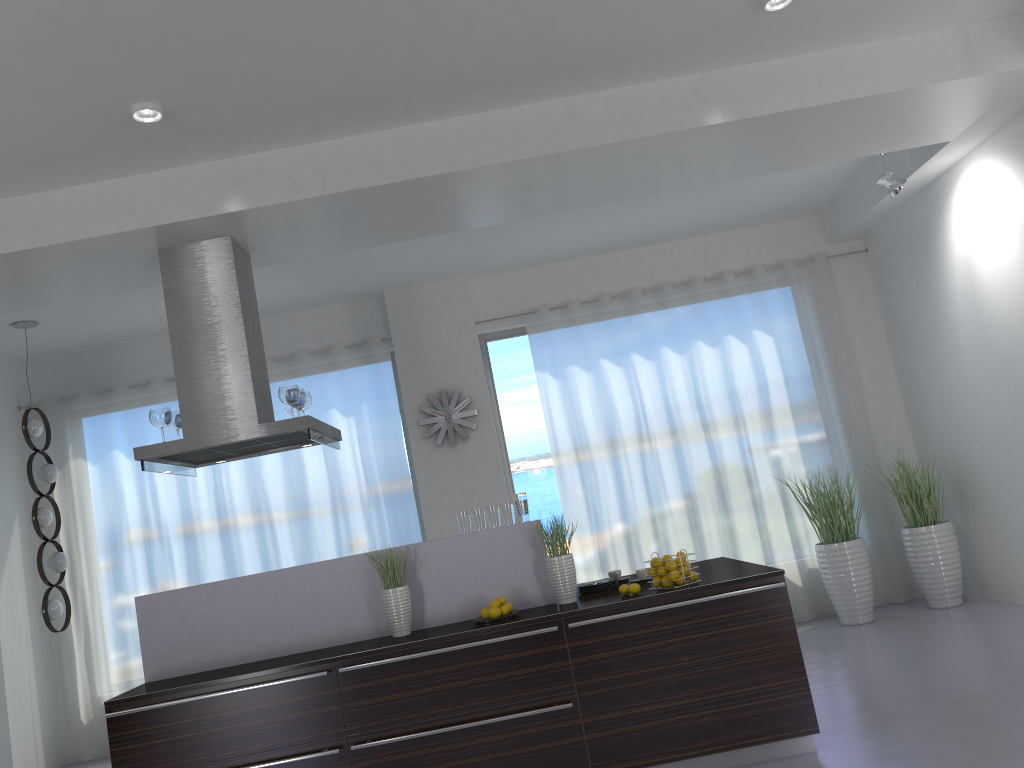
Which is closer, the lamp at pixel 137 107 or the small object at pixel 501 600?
the lamp at pixel 137 107

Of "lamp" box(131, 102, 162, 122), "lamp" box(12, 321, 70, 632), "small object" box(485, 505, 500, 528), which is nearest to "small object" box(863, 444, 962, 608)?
"small object" box(485, 505, 500, 528)

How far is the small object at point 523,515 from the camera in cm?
479

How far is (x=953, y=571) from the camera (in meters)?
6.94

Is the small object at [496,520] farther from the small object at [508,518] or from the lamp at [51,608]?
the lamp at [51,608]

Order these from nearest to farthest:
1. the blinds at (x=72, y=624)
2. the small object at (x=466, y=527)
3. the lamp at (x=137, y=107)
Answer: the lamp at (x=137, y=107) < the small object at (x=466, y=527) < the blinds at (x=72, y=624)

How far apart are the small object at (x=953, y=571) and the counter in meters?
2.5 m

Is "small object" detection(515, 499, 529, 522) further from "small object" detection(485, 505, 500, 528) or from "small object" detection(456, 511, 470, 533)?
"small object" detection(456, 511, 470, 533)

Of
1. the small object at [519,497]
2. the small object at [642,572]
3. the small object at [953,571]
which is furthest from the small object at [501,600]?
the small object at [953,571]

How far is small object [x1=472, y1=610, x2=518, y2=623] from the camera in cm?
441
